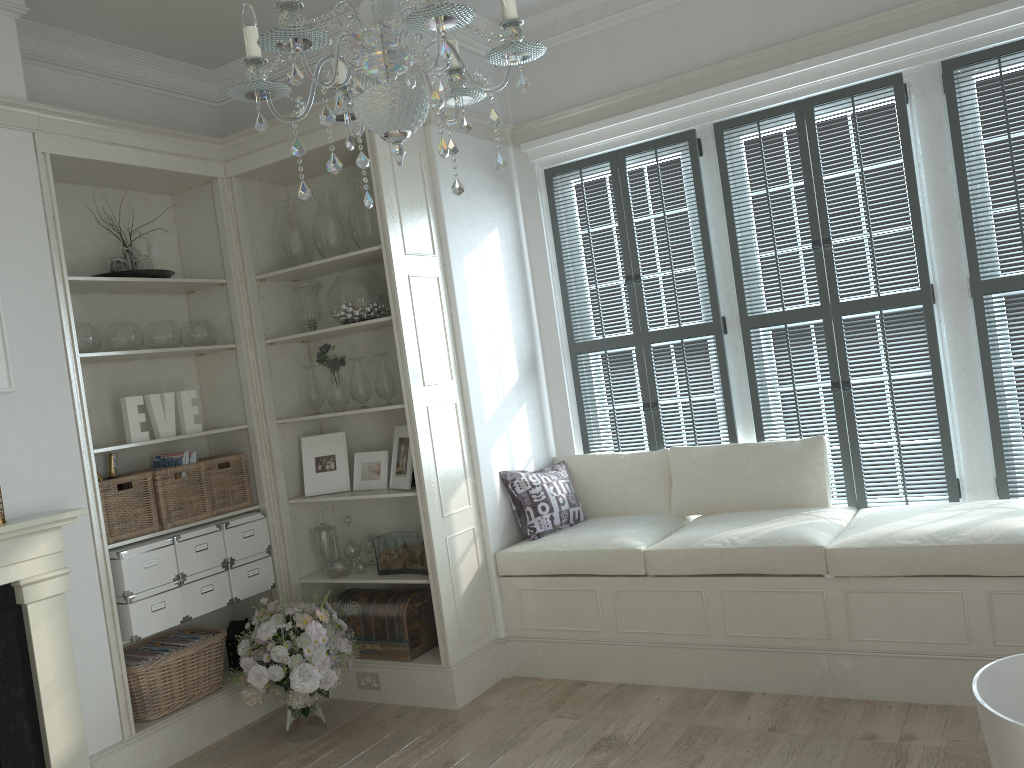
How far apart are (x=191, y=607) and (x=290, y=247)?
1.8m

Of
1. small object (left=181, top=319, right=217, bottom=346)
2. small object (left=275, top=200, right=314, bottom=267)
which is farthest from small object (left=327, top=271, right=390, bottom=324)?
small object (left=181, top=319, right=217, bottom=346)

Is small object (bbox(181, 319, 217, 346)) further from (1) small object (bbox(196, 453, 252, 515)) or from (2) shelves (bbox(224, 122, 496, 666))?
(1) small object (bbox(196, 453, 252, 515))

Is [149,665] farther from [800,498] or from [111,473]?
[800,498]

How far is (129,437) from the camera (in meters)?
3.99

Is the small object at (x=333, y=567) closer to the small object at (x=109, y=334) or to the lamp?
the small object at (x=109, y=334)

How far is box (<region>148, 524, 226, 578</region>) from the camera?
3.96m

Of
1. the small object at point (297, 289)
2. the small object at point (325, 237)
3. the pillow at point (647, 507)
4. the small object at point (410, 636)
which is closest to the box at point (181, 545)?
the small object at point (410, 636)

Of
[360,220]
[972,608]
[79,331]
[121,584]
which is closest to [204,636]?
[121,584]

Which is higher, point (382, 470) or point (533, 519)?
point (382, 470)
